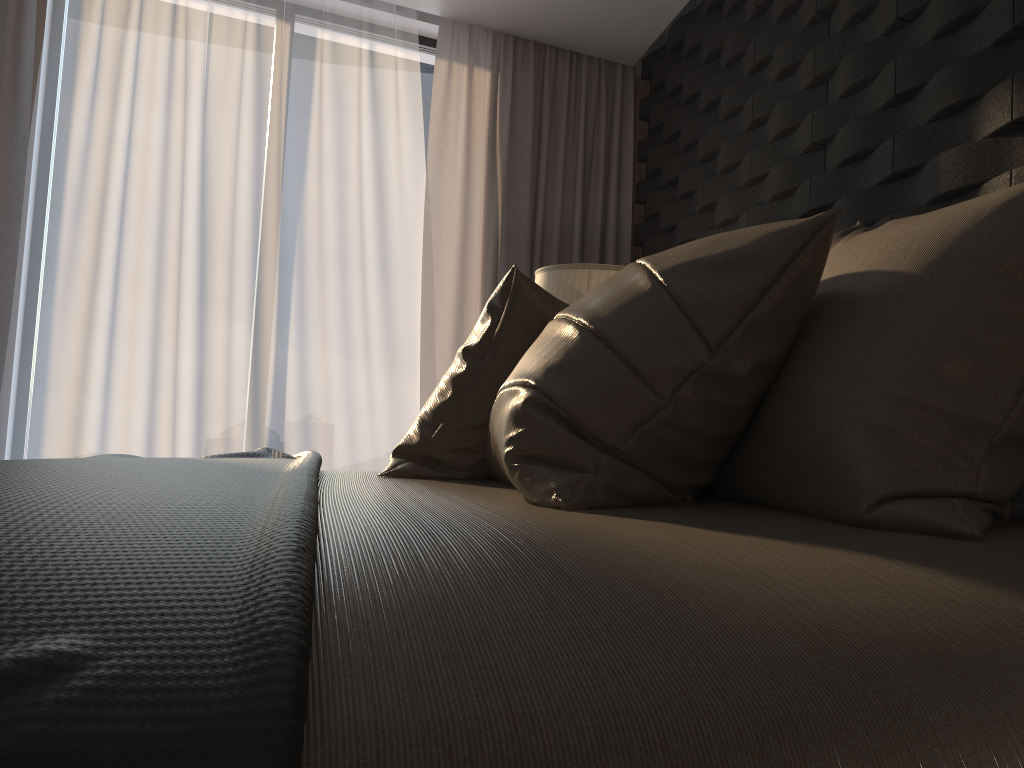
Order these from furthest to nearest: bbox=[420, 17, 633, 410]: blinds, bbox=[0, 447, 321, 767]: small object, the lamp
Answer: bbox=[420, 17, 633, 410]: blinds < the lamp < bbox=[0, 447, 321, 767]: small object

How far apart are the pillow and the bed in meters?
0.0

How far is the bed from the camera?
0.5 meters

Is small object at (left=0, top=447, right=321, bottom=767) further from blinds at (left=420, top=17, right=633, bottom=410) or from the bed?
blinds at (left=420, top=17, right=633, bottom=410)

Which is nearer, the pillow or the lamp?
the pillow

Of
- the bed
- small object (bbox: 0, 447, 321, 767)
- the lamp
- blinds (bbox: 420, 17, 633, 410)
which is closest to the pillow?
the bed

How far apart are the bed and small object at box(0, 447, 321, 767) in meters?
0.0 m

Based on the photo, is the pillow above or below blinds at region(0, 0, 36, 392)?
below

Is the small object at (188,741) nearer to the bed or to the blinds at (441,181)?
the bed

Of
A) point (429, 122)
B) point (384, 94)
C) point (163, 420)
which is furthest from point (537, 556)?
point (429, 122)
